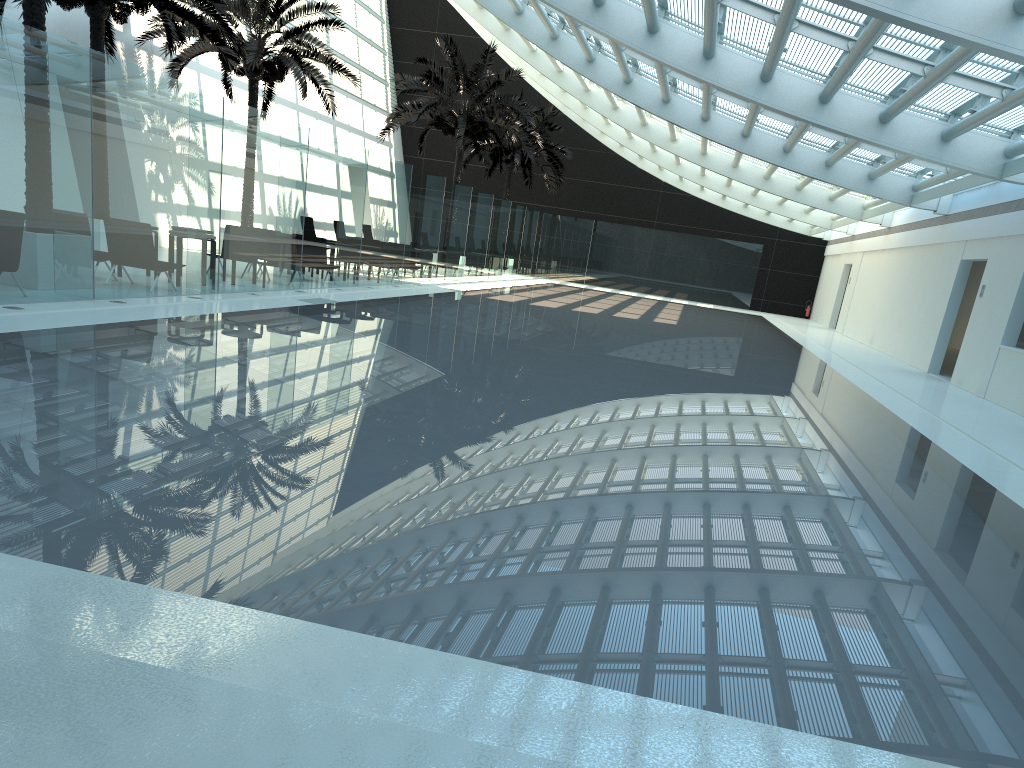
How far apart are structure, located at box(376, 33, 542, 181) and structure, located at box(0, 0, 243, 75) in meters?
8.8 m

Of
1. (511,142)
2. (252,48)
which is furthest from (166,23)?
(511,142)

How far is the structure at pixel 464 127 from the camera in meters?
27.3 m

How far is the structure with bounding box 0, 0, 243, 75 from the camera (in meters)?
16.04

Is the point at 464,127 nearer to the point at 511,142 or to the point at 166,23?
the point at 511,142

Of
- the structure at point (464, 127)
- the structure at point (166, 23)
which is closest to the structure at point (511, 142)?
the structure at point (464, 127)

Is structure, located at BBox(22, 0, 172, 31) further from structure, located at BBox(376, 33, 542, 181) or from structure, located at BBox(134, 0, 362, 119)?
structure, located at BBox(376, 33, 542, 181)

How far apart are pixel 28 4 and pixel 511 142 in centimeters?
2571cm

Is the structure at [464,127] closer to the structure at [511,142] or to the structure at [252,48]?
the structure at [252,48]

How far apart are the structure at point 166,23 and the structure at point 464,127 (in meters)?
8.82
